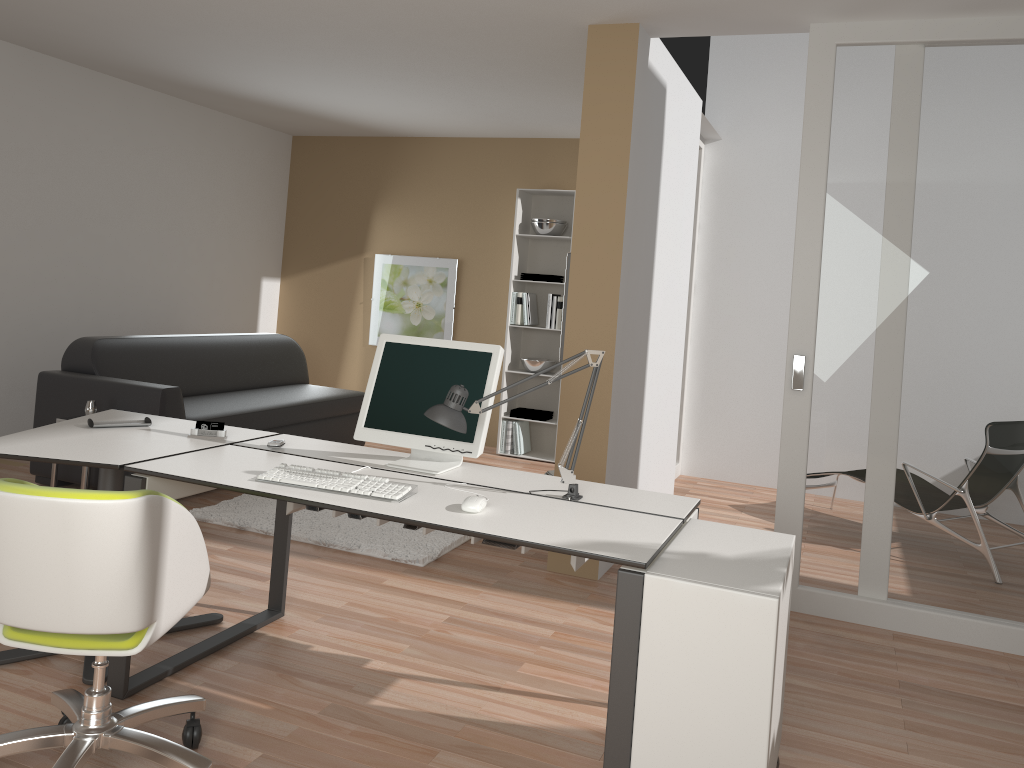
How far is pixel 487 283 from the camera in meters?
7.5 m

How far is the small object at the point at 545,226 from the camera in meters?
6.9 m

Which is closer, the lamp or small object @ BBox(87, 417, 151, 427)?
the lamp

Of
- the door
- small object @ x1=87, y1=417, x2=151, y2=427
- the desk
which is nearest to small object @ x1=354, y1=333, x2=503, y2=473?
the desk

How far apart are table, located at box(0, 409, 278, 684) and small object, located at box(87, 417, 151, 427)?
0.0m

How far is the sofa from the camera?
4.9m

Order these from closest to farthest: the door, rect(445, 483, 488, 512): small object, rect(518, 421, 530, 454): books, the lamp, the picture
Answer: rect(445, 483, 488, 512): small object < the lamp < the door < rect(518, 421, 530, 454): books < the picture

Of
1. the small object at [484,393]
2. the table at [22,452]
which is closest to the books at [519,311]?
the table at [22,452]

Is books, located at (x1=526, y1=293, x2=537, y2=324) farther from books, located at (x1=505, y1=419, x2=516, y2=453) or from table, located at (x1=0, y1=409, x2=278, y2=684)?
table, located at (x1=0, y1=409, x2=278, y2=684)

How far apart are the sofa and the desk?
1.67m
